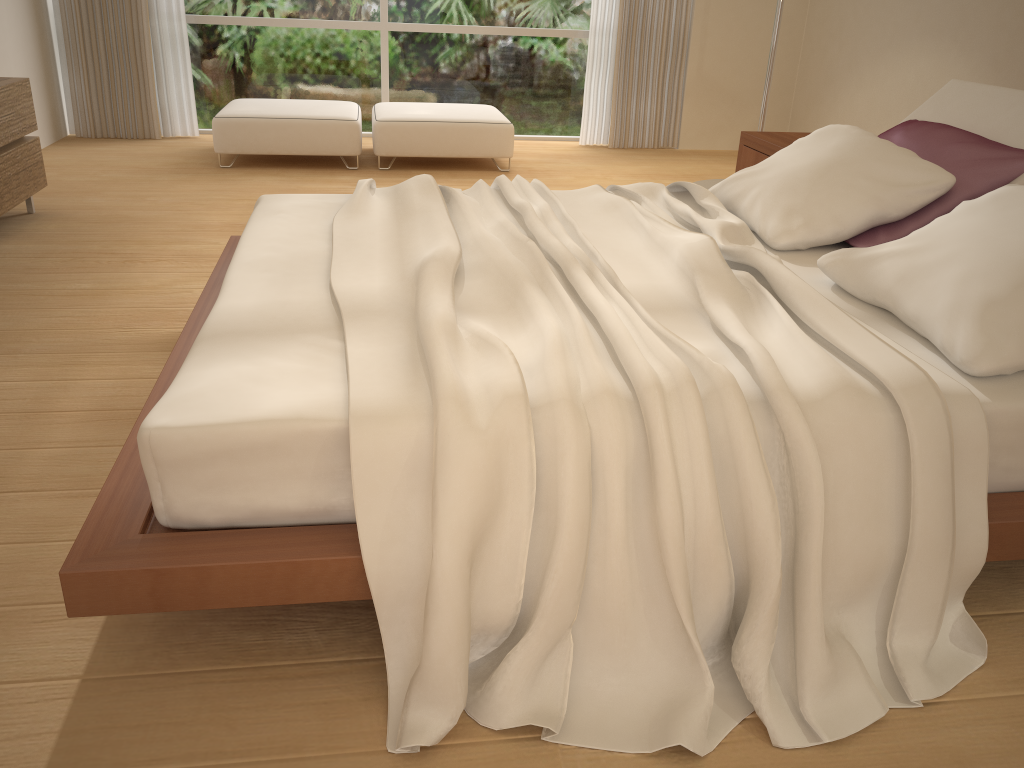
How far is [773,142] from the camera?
4.3 meters

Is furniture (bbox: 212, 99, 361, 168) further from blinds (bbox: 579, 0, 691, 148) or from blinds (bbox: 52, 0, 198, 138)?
blinds (bbox: 579, 0, 691, 148)

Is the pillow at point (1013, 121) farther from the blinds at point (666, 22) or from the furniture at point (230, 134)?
the blinds at point (666, 22)

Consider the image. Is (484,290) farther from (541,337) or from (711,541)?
(711,541)

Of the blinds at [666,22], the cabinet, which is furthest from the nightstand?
the cabinet

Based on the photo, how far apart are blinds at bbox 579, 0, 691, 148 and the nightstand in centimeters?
271cm

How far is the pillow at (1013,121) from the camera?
2.92m

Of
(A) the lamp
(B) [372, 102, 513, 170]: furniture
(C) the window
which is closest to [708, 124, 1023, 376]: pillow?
(A) the lamp

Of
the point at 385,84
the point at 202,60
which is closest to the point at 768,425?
the point at 385,84

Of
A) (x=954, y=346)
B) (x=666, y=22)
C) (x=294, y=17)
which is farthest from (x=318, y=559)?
(x=666, y=22)
